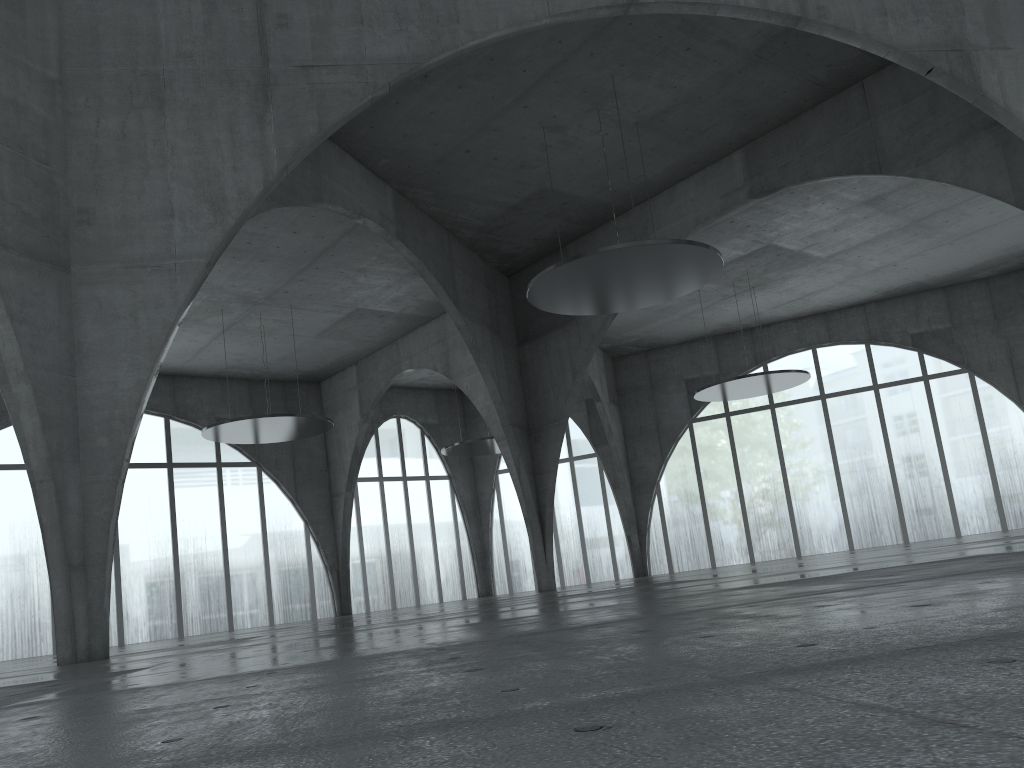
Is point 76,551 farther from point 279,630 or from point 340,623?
point 279,630

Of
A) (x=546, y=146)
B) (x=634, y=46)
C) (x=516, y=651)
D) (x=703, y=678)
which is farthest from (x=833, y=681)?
(x=546, y=146)
